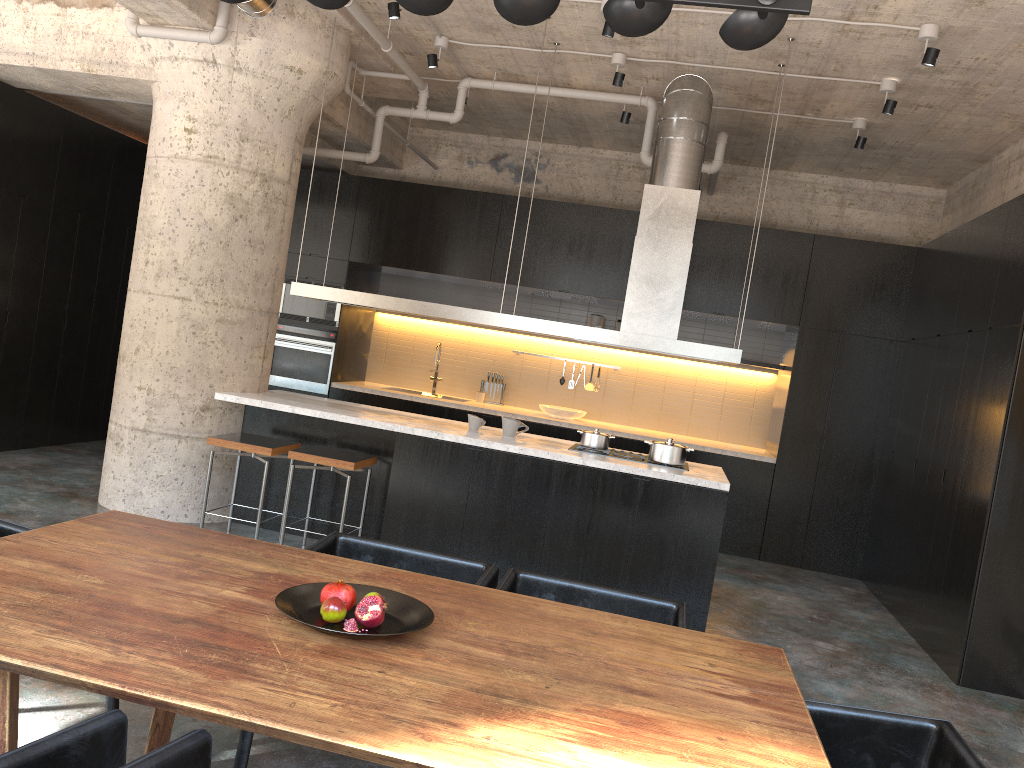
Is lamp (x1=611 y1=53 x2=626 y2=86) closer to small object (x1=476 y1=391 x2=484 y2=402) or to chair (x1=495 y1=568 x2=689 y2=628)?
small object (x1=476 y1=391 x2=484 y2=402)

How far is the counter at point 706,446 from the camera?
8.3 meters

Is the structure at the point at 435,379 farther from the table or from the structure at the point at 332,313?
the table

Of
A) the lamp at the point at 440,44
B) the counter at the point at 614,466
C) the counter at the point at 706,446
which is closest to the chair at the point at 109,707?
the counter at the point at 614,466

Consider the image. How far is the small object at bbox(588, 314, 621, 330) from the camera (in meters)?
9.18

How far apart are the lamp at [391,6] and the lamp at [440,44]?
0.9 meters

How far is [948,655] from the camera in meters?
5.5

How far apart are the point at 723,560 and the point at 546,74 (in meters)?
4.44

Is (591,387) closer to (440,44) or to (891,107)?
(440,44)

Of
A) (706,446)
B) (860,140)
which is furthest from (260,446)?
(860,140)
